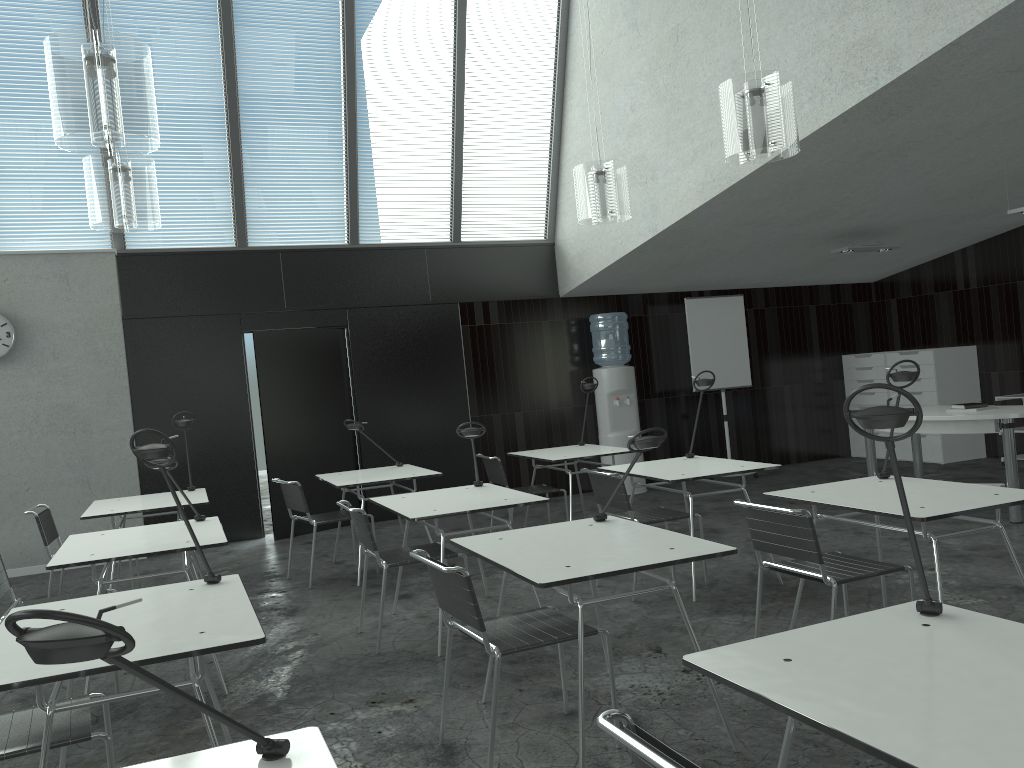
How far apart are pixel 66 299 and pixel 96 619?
6.8m

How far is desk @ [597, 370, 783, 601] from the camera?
4.74m

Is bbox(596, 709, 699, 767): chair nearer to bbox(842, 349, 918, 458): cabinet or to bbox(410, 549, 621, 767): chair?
bbox(410, 549, 621, 767): chair

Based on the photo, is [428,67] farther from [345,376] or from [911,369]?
[911,369]

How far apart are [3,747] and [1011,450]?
5.9 meters

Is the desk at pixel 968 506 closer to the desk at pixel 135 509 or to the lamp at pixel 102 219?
the desk at pixel 135 509

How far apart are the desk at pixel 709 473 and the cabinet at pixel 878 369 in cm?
495

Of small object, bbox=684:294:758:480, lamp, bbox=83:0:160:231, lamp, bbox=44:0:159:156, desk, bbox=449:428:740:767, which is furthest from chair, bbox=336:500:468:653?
small object, bbox=684:294:758:480

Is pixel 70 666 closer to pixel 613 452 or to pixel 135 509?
pixel 135 509

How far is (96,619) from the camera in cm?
105
